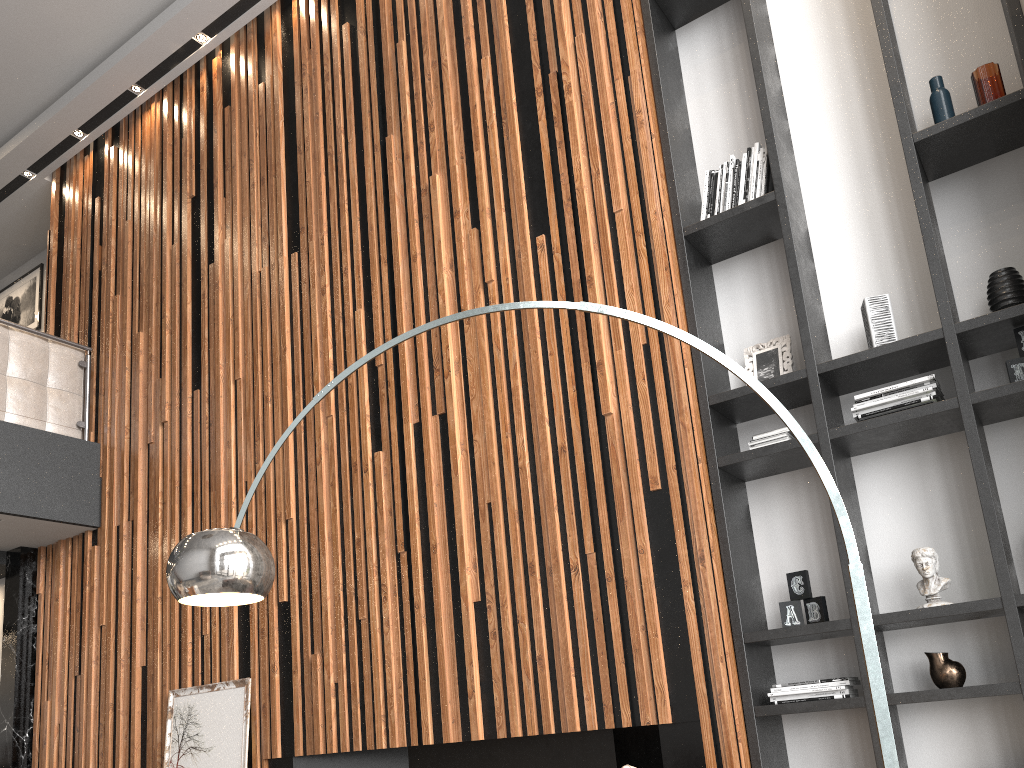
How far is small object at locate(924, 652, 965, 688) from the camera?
3.13m

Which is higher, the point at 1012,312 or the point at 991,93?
the point at 991,93

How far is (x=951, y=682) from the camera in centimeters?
313cm

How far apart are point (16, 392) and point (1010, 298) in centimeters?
579cm

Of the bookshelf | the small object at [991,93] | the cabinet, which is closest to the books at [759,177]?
the bookshelf

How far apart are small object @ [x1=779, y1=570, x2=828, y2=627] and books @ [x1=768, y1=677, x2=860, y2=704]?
0.2 meters

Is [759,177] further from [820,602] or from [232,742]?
[232,742]

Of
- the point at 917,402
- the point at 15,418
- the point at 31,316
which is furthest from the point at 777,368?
the point at 31,316

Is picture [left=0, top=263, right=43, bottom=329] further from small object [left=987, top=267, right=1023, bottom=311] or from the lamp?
small object [left=987, top=267, right=1023, bottom=311]

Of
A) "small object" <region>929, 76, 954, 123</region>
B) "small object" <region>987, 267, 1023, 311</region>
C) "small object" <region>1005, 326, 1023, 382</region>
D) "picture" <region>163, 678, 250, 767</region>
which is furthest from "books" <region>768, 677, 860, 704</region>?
"picture" <region>163, 678, 250, 767</region>
